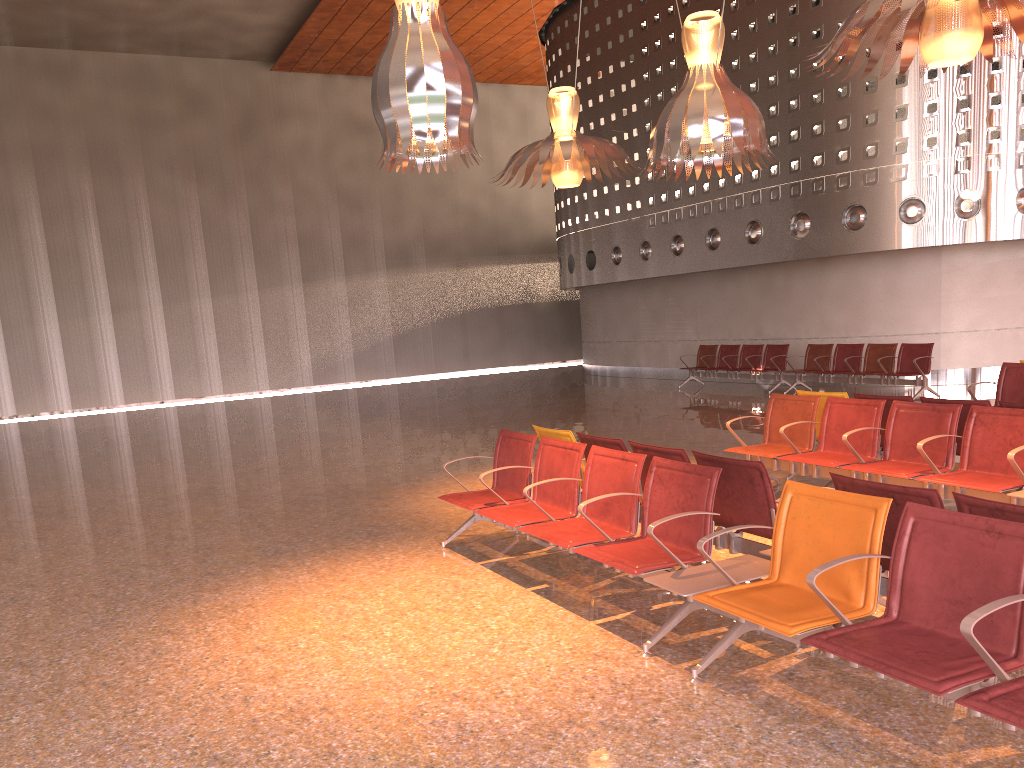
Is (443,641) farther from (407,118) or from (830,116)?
(830,116)

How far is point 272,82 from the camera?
25.9m

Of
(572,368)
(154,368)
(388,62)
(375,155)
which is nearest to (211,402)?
(154,368)
